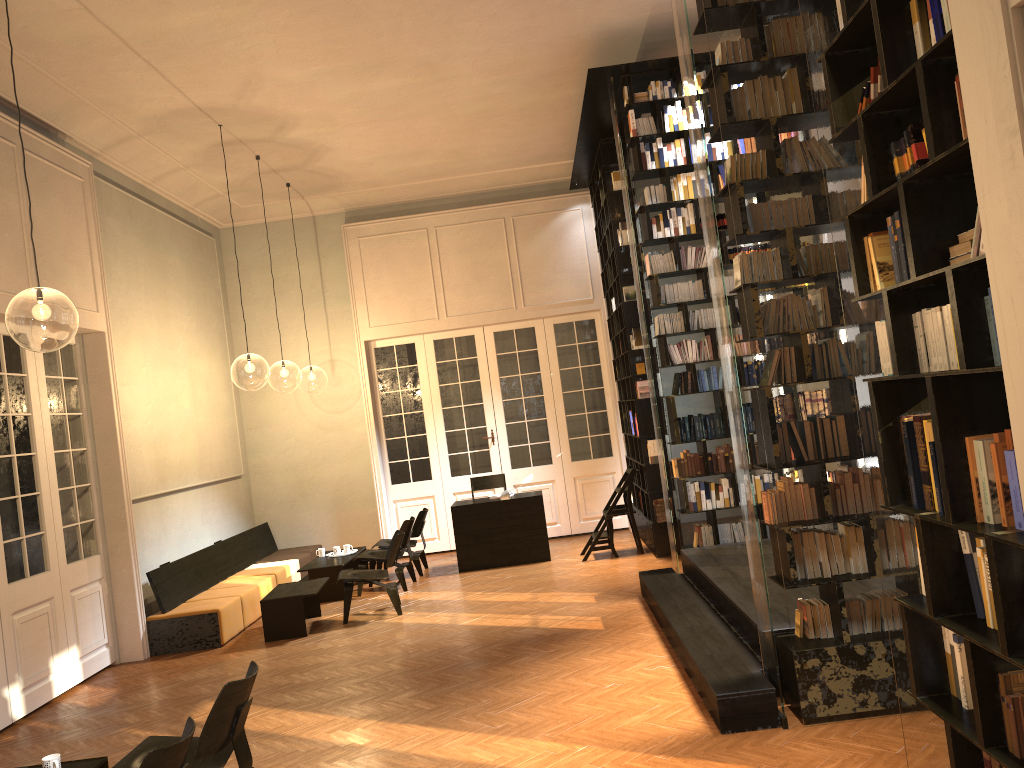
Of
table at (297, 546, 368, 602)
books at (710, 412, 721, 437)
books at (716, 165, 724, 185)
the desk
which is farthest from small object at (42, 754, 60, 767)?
books at (716, 165, 724, 185)

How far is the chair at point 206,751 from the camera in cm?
417

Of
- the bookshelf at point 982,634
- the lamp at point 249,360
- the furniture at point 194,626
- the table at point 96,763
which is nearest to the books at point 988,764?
the bookshelf at point 982,634

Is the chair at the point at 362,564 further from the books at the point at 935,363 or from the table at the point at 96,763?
the books at the point at 935,363

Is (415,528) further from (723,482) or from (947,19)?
(947,19)

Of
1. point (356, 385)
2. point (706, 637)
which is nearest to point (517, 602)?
point (706, 637)

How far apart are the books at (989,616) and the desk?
8.54m

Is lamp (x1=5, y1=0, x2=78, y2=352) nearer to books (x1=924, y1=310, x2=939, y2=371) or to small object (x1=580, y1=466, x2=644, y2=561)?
small object (x1=580, y1=466, x2=644, y2=561)

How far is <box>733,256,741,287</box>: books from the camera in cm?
514

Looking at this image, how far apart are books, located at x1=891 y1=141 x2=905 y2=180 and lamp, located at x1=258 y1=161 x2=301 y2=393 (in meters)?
21.18
